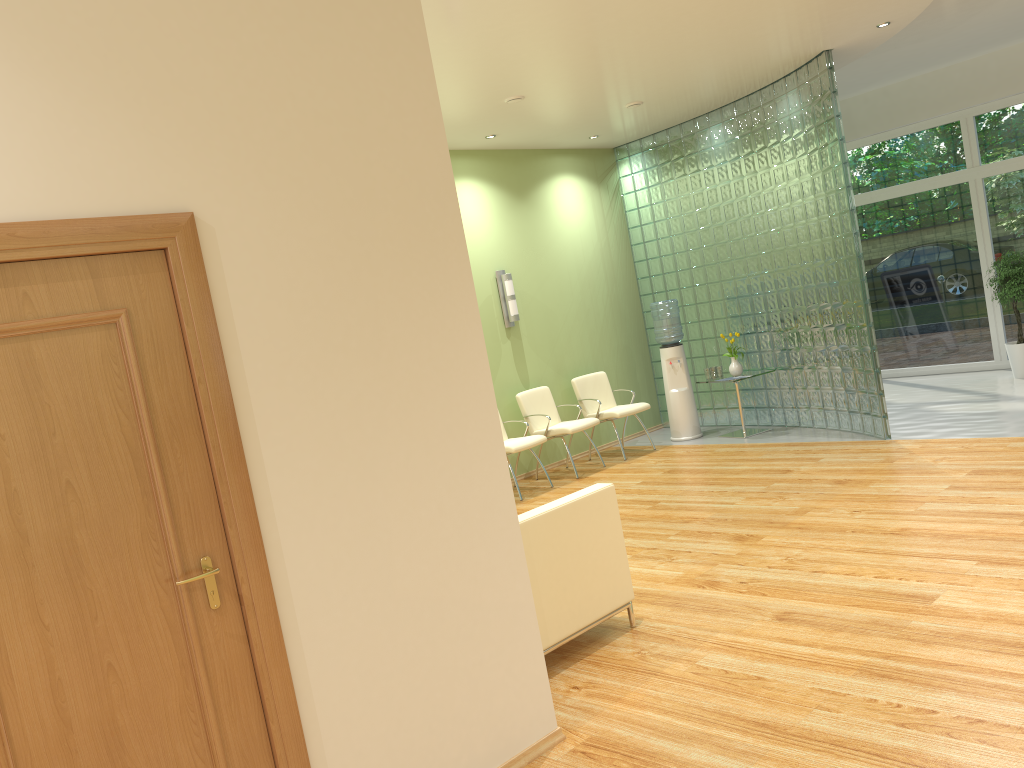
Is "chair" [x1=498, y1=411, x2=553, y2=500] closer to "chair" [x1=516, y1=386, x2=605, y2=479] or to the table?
"chair" [x1=516, y1=386, x2=605, y2=479]

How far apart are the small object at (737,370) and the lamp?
2.3m

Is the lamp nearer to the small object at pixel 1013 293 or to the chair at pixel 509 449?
the chair at pixel 509 449

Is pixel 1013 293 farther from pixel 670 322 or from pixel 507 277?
pixel 507 277

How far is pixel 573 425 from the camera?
8.58m

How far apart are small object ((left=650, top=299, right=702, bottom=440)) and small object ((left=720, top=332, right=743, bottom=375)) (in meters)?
0.52

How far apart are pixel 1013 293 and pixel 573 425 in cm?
490

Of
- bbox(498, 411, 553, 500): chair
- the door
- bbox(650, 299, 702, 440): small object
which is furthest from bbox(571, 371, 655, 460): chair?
the door

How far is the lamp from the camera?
8.9 meters

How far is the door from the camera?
2.2 meters
